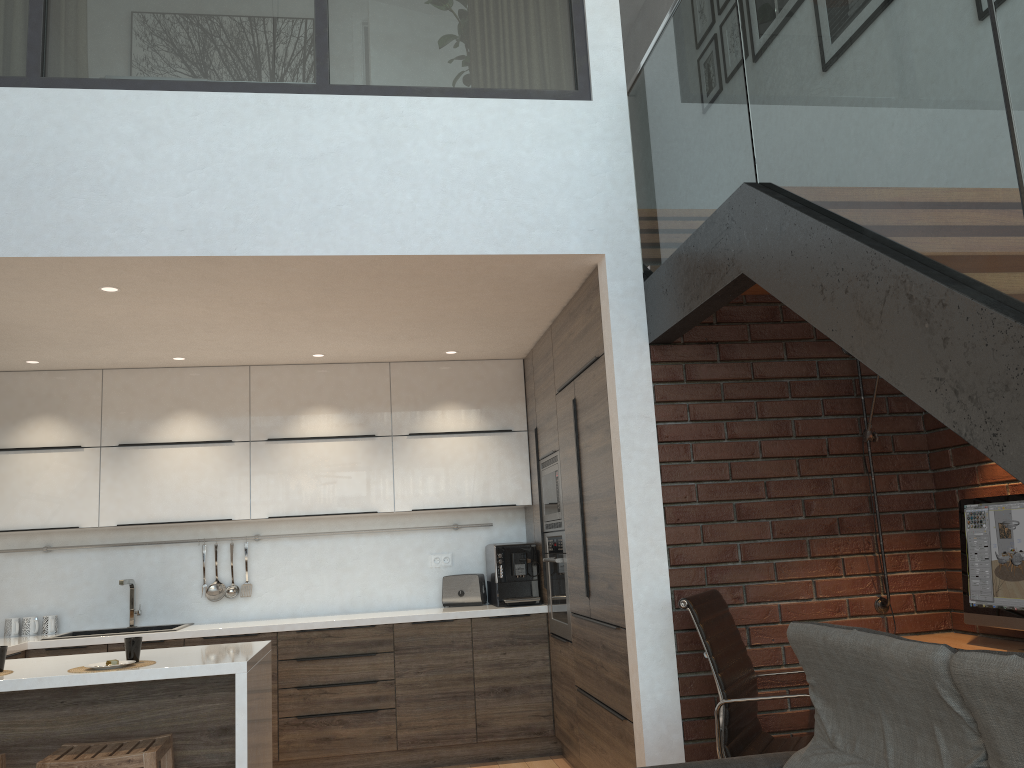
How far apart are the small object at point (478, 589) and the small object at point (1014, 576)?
2.95m

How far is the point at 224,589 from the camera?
5.5 meters

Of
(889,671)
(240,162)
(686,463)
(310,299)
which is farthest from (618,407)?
(889,671)

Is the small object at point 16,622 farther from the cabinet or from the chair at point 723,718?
the chair at point 723,718

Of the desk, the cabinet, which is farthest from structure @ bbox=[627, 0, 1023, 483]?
the desk

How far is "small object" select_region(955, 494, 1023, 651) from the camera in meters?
3.1 m

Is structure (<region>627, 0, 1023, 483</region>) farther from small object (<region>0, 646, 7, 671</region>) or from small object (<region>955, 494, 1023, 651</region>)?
small object (<region>0, 646, 7, 671</region>)

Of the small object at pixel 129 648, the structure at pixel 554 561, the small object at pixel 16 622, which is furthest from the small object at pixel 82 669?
the small object at pixel 16 622

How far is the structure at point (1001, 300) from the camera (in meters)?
1.71

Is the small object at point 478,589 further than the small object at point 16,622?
Yes
